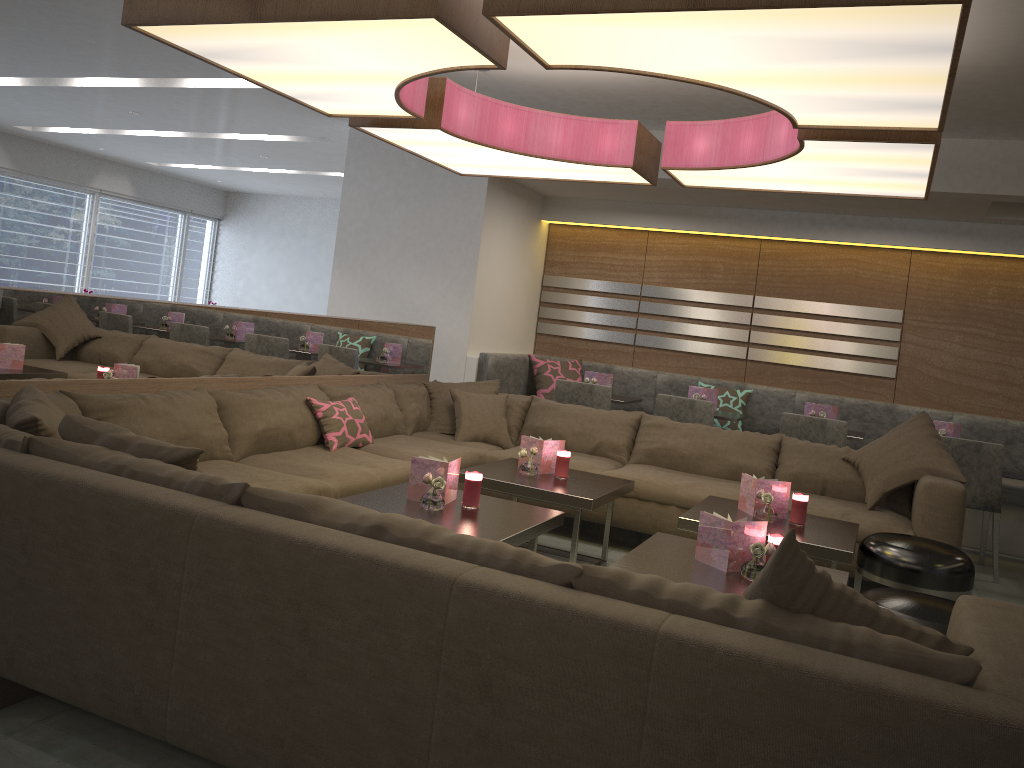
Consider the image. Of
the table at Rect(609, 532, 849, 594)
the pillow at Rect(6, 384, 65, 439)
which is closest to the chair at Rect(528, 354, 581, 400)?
the table at Rect(609, 532, 849, 594)

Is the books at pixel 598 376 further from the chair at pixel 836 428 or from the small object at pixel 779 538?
the small object at pixel 779 538

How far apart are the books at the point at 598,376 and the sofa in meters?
Result: 1.1 m

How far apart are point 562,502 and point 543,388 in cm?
318

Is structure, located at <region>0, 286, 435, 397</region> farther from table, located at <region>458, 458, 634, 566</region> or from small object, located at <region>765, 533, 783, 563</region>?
small object, located at <region>765, 533, 783, 563</region>

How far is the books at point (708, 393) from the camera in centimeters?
611cm

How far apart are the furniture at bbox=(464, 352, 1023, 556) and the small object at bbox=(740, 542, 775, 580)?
3.8 meters

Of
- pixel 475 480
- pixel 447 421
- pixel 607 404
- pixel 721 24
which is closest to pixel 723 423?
pixel 607 404

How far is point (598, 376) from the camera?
6.4 meters

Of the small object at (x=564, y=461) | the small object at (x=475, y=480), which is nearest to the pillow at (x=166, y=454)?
the small object at (x=475, y=480)
